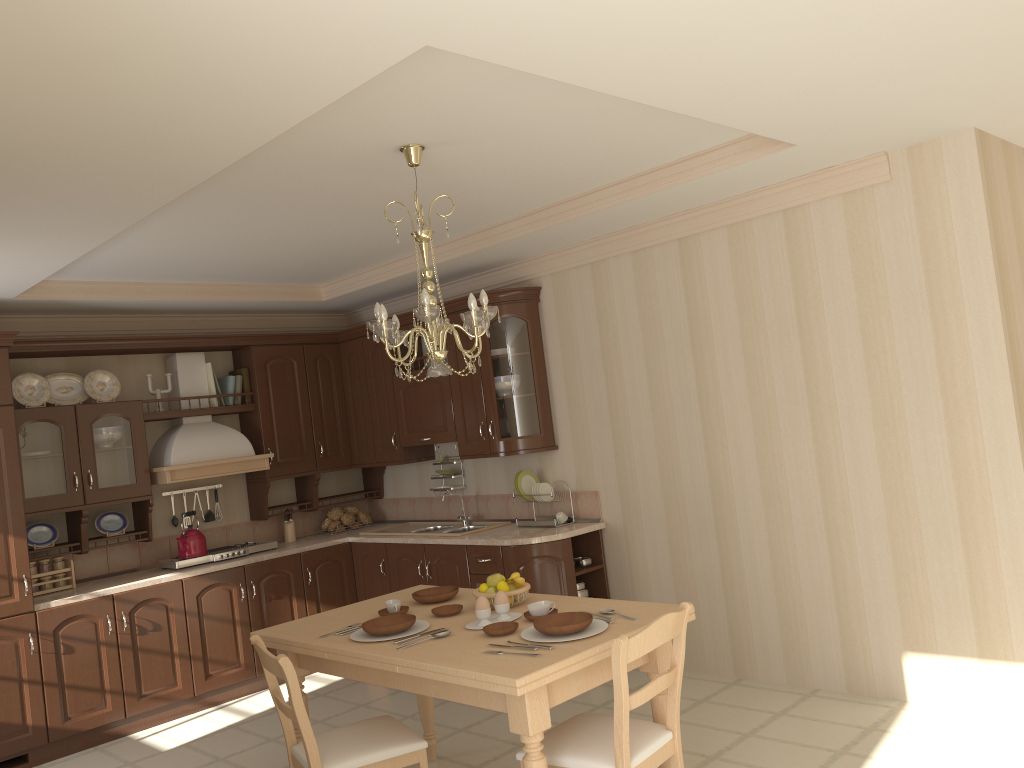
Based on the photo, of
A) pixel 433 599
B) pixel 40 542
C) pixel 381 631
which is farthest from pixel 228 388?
→ pixel 381 631

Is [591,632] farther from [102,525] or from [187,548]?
[102,525]

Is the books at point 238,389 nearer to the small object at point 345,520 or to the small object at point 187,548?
the small object at point 187,548

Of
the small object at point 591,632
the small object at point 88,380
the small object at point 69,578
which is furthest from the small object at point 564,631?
the small object at point 88,380

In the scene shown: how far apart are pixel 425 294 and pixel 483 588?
1.21m

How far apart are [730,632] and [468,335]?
2.4m

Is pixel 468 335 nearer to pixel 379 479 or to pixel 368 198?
pixel 368 198

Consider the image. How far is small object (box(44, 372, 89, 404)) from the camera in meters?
5.4

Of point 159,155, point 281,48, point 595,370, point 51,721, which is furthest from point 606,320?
point 51,721

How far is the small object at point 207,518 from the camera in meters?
6.1 m
